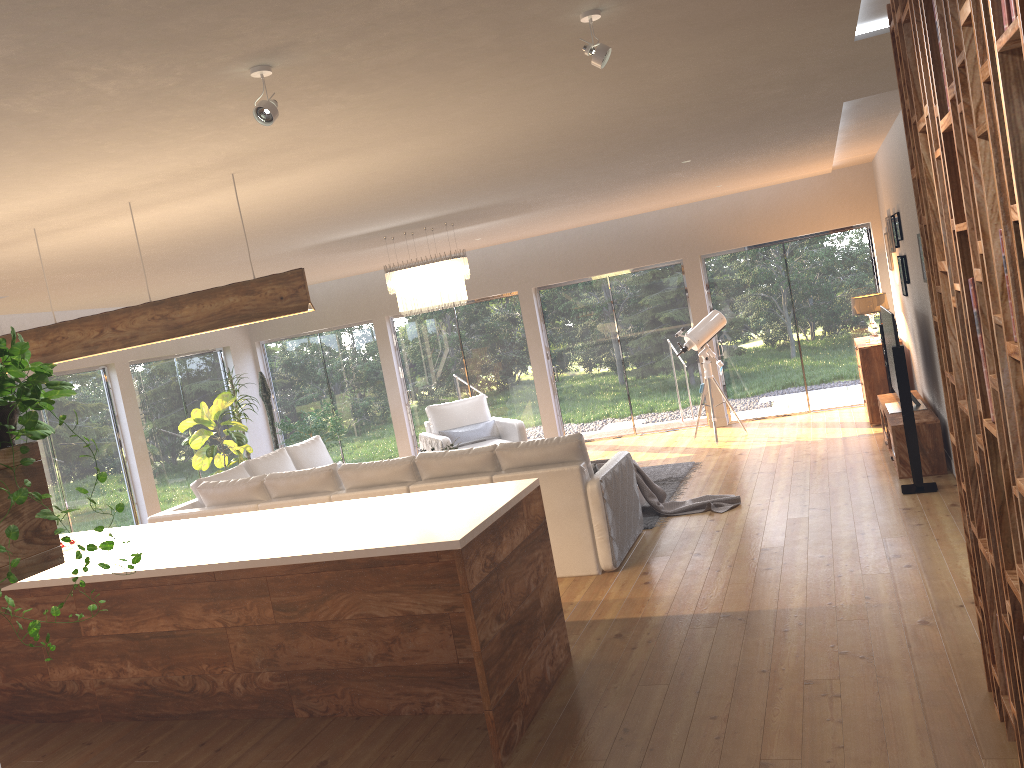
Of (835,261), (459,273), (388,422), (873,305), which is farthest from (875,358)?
(388,422)

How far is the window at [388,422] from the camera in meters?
12.7

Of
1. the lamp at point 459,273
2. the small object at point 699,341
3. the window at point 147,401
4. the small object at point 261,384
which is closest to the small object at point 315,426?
the small object at point 261,384

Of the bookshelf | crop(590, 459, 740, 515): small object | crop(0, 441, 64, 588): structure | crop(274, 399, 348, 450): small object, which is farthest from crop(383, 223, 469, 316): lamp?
crop(0, 441, 64, 588): structure

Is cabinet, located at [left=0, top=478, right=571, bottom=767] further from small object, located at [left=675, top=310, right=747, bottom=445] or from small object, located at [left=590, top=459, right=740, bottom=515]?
small object, located at [left=675, top=310, right=747, bottom=445]

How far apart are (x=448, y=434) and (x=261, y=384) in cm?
341

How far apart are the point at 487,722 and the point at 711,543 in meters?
3.0

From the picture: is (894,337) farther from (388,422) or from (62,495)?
(62,495)

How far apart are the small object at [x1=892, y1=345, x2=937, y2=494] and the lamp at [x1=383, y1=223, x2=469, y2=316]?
3.6 meters

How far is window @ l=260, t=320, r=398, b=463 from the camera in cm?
1271
